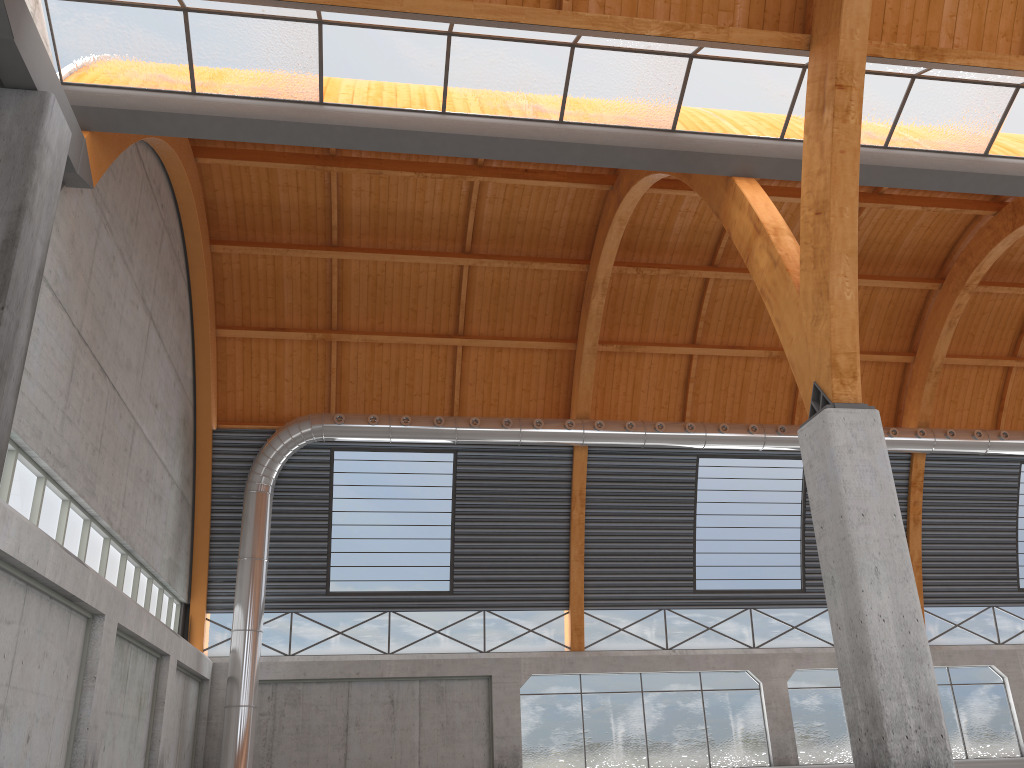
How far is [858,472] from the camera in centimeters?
1698cm

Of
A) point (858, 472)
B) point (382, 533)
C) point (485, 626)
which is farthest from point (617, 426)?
point (858, 472)

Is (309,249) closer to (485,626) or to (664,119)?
(485,626)
